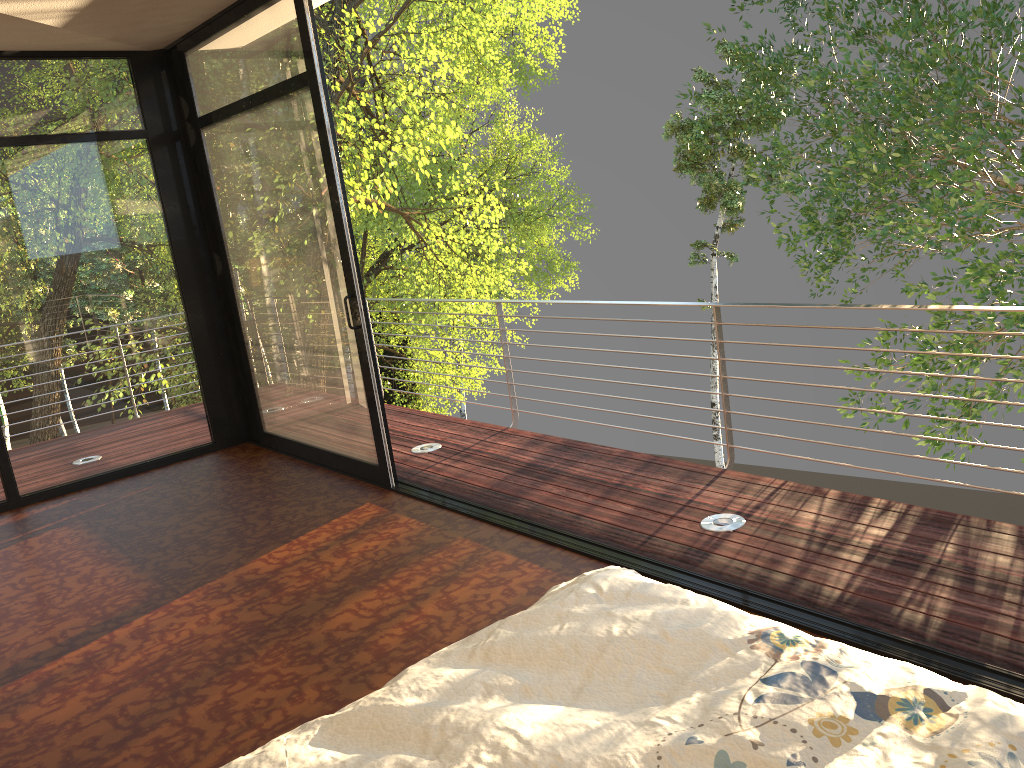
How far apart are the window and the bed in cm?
267

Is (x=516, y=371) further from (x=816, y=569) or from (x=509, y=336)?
(x=509, y=336)

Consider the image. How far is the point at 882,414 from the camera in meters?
7.6 m

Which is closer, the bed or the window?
the bed

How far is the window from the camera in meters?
4.5

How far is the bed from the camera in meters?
1.2

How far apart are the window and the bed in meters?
2.7 m

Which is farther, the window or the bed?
the window
